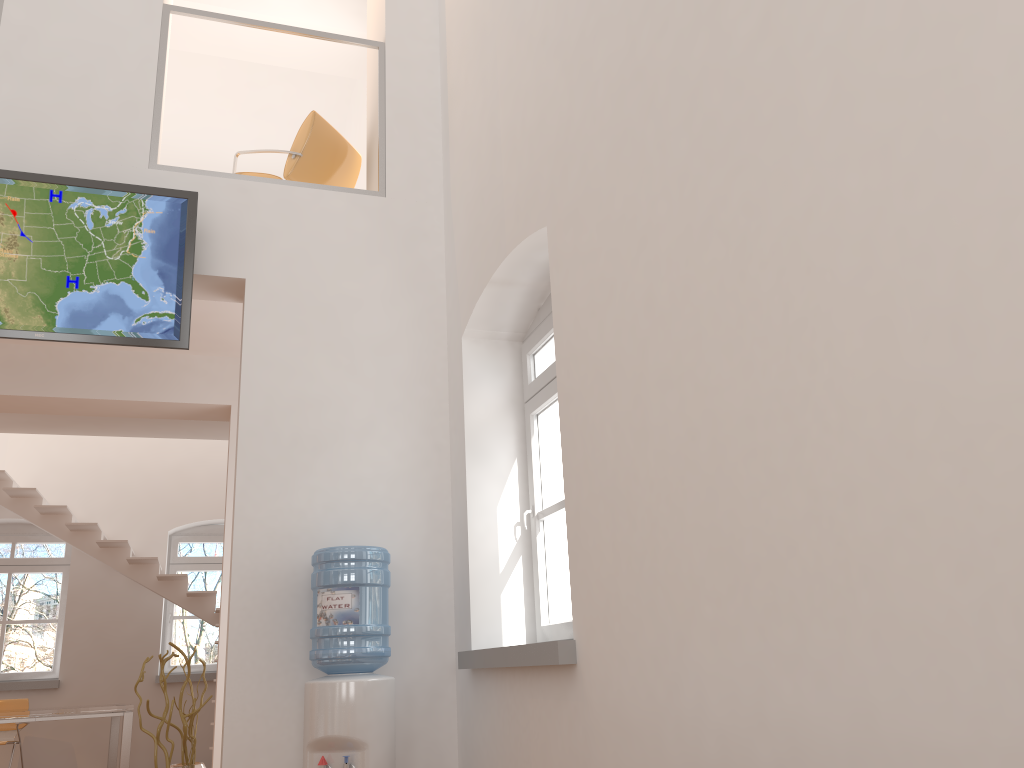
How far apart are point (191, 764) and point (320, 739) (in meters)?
0.83

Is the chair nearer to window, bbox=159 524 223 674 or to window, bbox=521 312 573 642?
window, bbox=159 524 223 674

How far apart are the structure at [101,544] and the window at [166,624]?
0.80m

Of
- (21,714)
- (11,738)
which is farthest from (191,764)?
(11,738)

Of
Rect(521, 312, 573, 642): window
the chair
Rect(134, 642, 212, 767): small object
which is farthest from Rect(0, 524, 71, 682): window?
Rect(521, 312, 573, 642): window

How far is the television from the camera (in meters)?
4.32

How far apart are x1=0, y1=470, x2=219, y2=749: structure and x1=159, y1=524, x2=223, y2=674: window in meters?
0.8 m

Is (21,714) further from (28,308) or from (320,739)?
(320,739)

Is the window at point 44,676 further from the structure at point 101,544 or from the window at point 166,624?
the window at point 166,624

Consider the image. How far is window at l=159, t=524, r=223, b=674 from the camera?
10.3 meters
